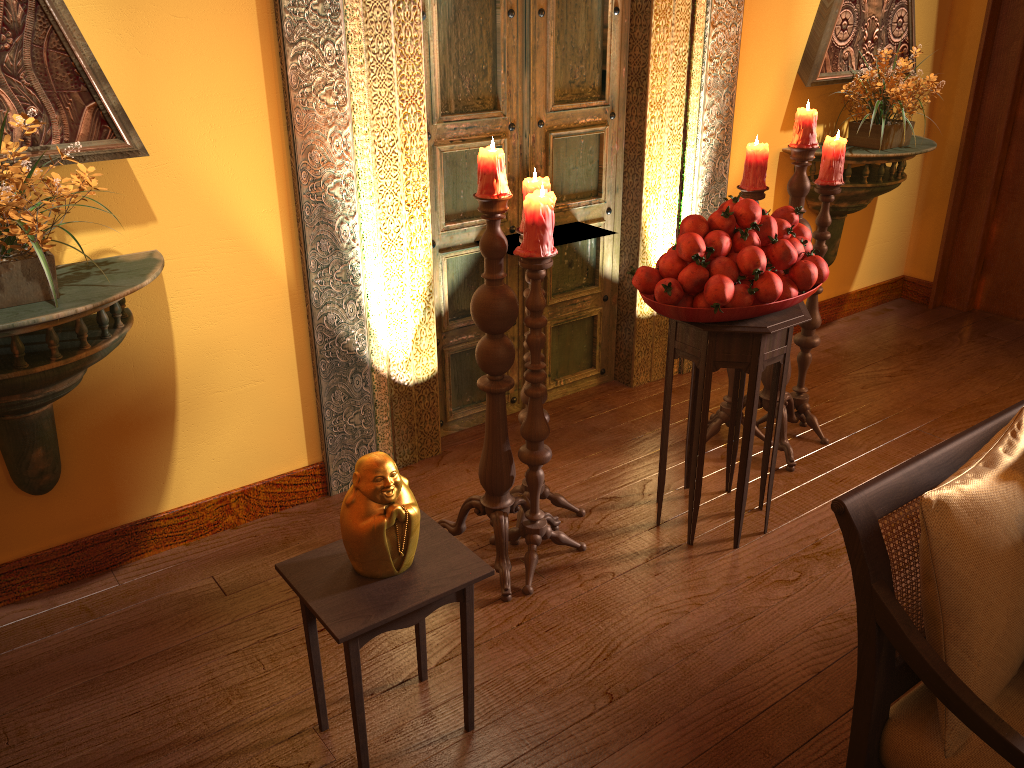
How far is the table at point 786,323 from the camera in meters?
2.5

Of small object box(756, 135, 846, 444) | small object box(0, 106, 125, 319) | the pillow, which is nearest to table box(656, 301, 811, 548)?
small object box(756, 135, 846, 444)

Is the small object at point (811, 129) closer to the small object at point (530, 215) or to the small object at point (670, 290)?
the small object at point (670, 290)

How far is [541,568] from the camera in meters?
2.6 m

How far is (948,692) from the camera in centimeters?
129cm

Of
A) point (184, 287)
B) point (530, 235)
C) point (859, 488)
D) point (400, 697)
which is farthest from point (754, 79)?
point (400, 697)

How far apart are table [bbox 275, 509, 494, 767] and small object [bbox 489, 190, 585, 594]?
0.4 meters

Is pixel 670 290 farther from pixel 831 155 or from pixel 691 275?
pixel 831 155

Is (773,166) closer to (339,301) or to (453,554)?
(339,301)

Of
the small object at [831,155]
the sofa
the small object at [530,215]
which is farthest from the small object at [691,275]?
the sofa
